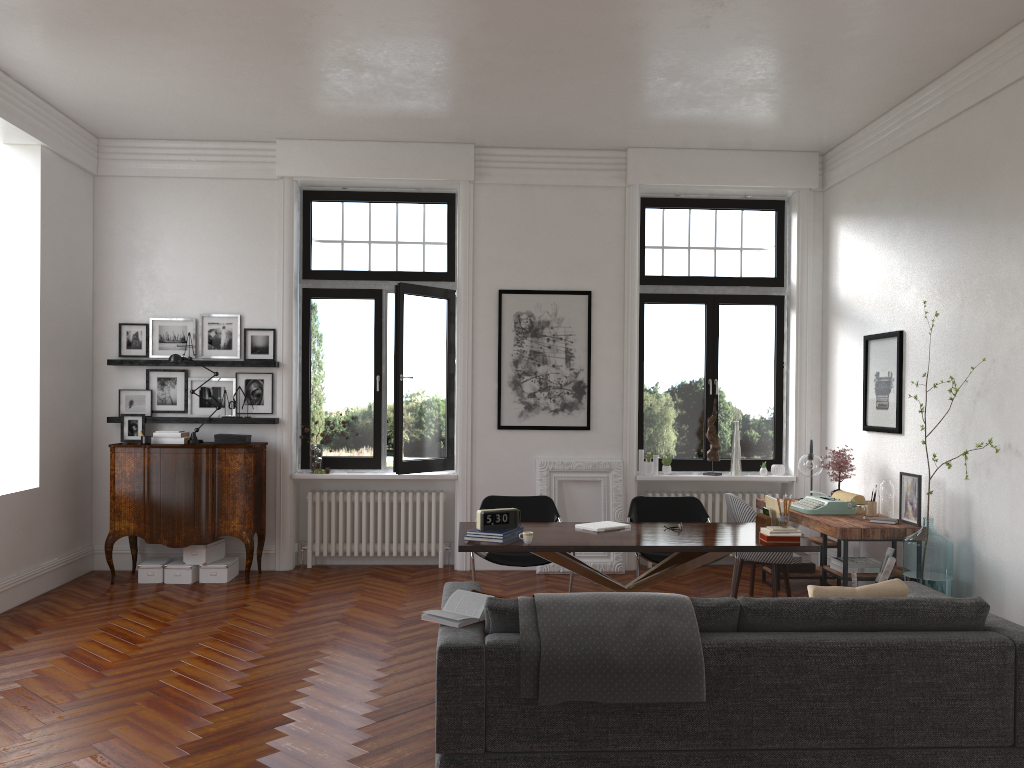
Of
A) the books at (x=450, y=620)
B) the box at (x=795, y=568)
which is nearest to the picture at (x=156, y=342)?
the books at (x=450, y=620)

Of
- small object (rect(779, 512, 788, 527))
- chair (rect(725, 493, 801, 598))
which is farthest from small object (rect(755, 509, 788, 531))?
chair (rect(725, 493, 801, 598))

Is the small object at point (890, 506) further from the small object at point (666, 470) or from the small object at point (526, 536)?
the small object at point (526, 536)

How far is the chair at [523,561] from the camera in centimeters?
660cm

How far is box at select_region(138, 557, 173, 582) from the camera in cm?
766

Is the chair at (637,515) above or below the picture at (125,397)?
below

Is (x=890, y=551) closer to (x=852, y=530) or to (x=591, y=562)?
(x=852, y=530)

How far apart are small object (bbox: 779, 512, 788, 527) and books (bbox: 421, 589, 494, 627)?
2.5m

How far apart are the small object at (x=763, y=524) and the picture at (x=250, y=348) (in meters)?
4.67

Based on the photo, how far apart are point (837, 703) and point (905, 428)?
3.8 meters
